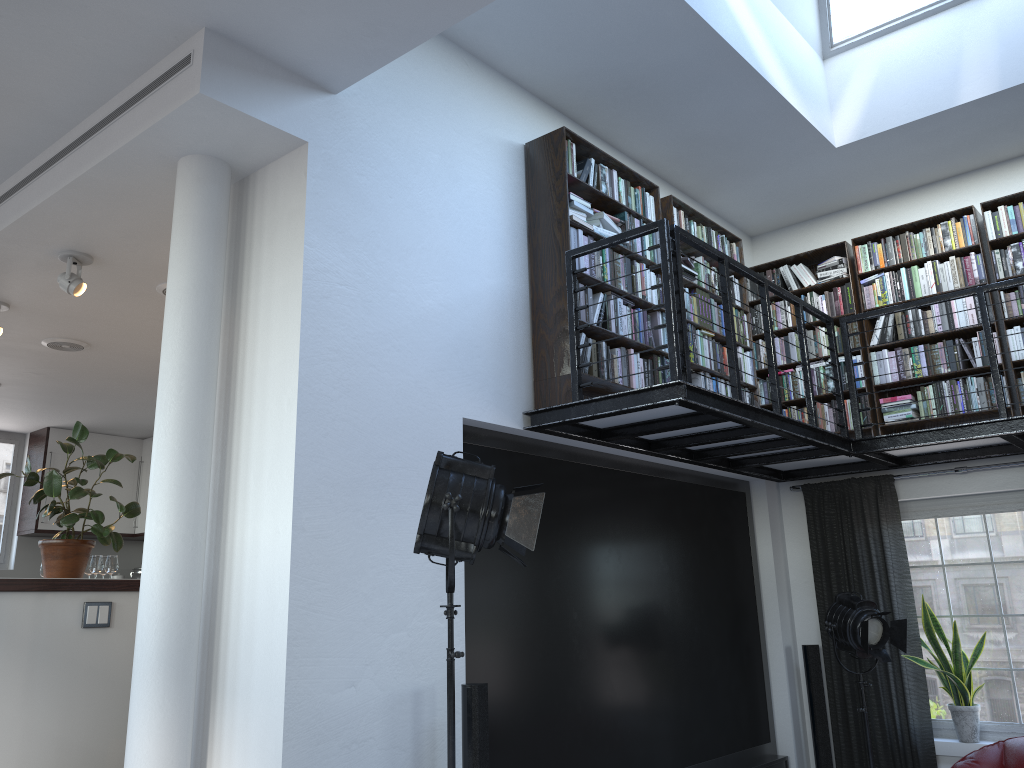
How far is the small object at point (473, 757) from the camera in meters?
3.7

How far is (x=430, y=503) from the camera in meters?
3.1

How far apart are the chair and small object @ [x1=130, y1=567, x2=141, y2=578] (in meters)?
8.39

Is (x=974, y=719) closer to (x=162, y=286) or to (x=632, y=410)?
(x=632, y=410)

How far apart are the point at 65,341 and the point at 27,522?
3.77m

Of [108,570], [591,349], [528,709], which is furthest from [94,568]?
[591,349]

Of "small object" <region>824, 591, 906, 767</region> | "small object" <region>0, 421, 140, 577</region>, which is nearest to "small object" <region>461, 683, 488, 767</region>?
"small object" <region>0, 421, 140, 577</region>

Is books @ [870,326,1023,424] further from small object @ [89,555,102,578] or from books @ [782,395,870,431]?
small object @ [89,555,102,578]

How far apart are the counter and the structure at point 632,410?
2.22m

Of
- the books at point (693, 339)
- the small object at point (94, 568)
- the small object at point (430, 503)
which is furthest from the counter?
the books at point (693, 339)
